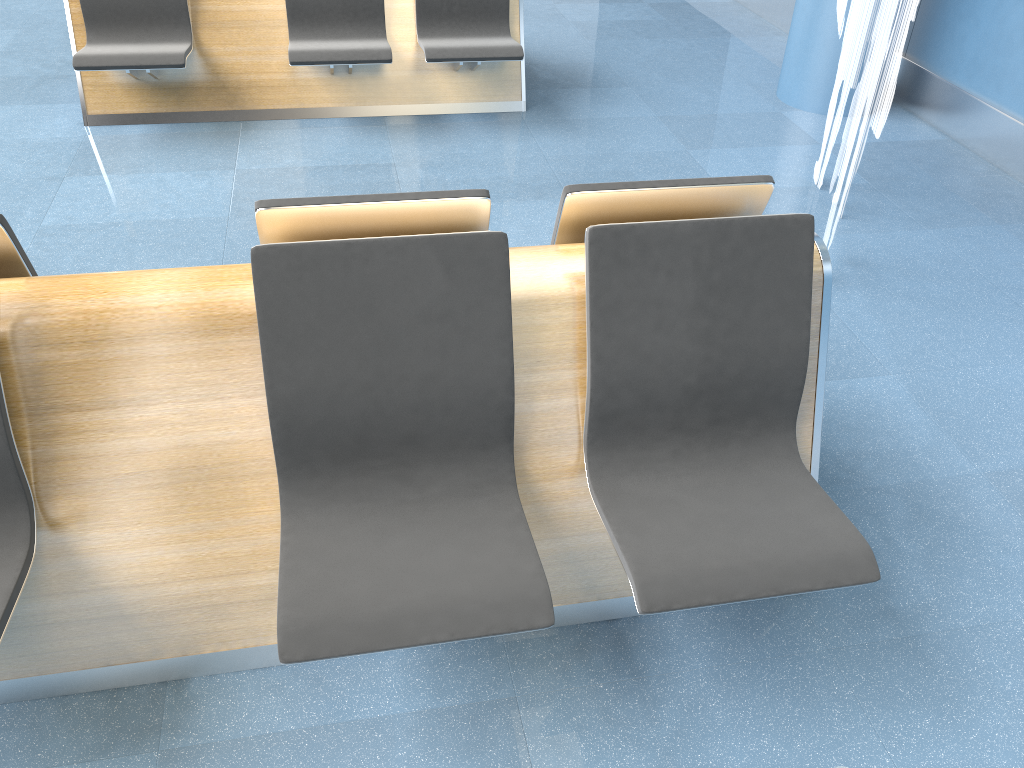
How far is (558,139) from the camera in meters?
4.6 m

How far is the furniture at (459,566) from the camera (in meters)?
1.68

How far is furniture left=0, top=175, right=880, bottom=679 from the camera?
1.7 meters

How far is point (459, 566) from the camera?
1.68m

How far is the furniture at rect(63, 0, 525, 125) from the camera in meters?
4.3

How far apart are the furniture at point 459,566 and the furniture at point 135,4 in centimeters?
264cm

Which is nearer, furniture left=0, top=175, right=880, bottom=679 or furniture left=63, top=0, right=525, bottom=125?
furniture left=0, top=175, right=880, bottom=679

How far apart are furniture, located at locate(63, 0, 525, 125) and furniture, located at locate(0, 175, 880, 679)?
2.6 meters
